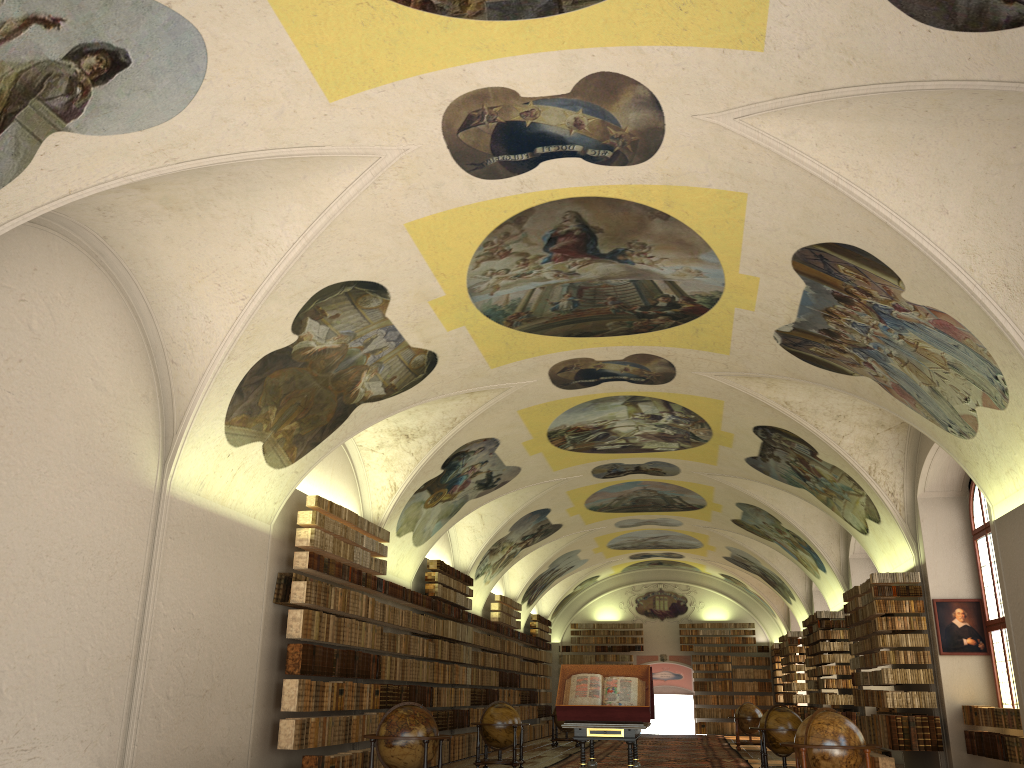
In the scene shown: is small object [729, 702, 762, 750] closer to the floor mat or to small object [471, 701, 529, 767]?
the floor mat

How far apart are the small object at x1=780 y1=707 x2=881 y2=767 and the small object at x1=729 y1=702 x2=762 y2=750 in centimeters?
1704cm

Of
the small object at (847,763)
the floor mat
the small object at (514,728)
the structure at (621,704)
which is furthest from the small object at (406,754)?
the floor mat

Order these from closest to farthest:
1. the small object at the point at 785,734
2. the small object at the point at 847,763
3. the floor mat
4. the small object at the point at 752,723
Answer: the small object at the point at 847,763 → the small object at the point at 785,734 → the floor mat → the small object at the point at 752,723

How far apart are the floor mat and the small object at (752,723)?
0.3m

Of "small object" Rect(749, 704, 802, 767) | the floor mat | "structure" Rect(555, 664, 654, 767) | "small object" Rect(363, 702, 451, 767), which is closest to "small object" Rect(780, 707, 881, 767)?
"structure" Rect(555, 664, 654, 767)

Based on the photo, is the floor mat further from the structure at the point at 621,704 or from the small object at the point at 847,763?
the small object at the point at 847,763

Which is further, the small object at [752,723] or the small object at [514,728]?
the small object at [752,723]

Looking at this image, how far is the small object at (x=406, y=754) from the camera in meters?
12.3

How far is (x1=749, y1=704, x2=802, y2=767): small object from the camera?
17.5m
